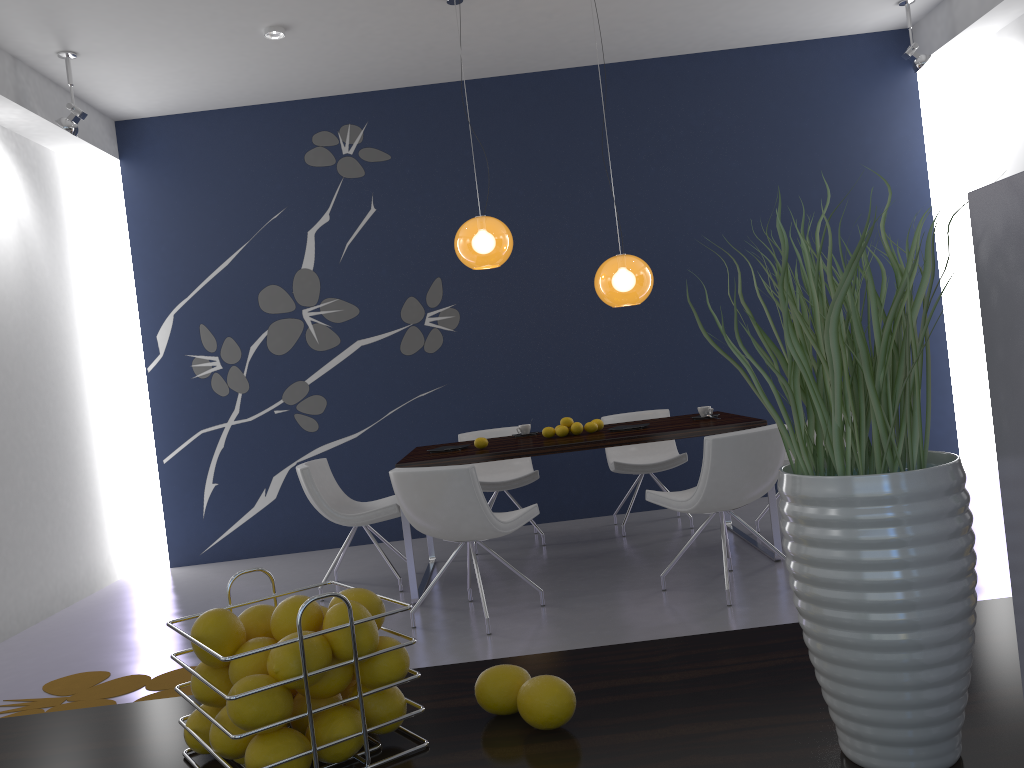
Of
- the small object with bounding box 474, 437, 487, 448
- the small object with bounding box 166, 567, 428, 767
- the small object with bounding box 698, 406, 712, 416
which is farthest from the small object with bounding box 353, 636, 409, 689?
the small object with bounding box 698, 406, 712, 416

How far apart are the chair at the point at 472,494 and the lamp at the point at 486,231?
1.5m

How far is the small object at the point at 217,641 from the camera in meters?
0.8

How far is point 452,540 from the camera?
4.39m

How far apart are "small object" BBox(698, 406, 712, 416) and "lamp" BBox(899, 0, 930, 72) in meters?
3.1 m

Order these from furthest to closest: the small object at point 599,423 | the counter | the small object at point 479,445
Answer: the small object at point 599,423 < the small object at point 479,445 < the counter

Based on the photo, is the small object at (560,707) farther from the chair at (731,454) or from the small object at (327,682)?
the chair at (731,454)

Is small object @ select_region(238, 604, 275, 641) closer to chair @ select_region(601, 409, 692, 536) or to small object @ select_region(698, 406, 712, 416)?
small object @ select_region(698, 406, 712, 416)

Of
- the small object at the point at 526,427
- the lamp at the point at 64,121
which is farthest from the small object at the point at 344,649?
the lamp at the point at 64,121

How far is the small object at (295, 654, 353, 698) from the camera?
0.8 meters
